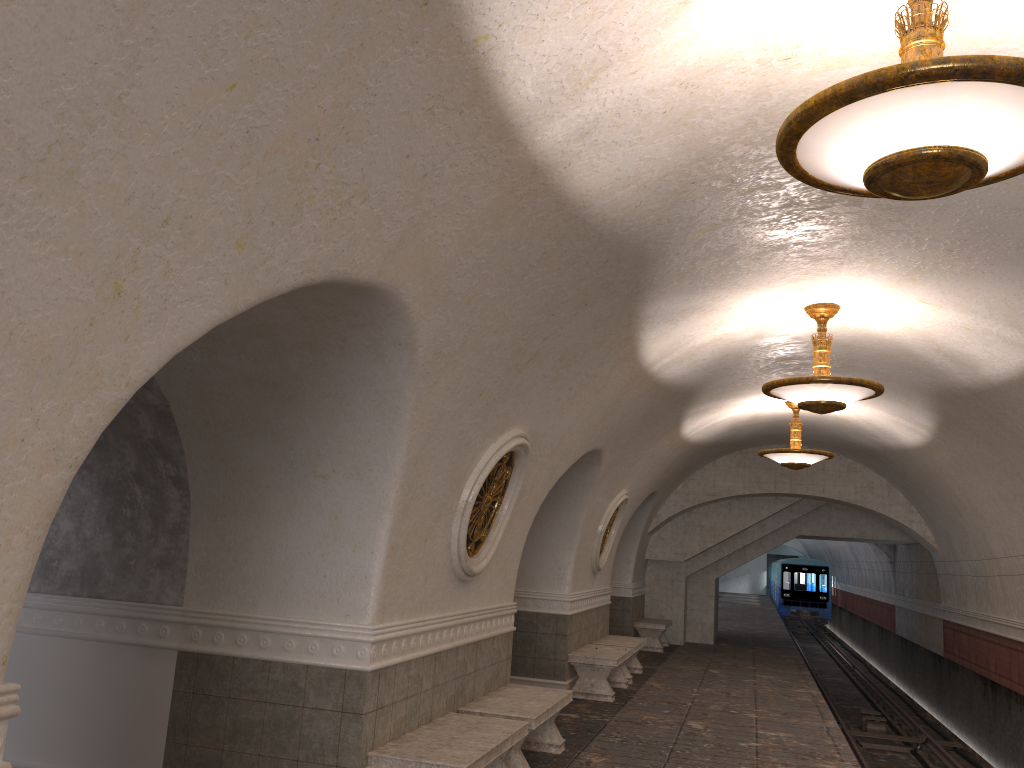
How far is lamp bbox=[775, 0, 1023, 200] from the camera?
2.74m

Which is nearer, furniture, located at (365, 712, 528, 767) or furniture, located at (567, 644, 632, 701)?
furniture, located at (365, 712, 528, 767)

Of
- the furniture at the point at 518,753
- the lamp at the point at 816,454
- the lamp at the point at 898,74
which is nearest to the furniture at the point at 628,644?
the lamp at the point at 816,454

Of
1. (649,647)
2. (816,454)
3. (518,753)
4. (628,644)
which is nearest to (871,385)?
(518,753)

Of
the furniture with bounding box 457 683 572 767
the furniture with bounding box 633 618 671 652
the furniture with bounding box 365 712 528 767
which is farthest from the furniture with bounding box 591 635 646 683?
the furniture with bounding box 365 712 528 767

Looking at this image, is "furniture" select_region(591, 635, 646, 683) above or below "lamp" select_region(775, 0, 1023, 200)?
below

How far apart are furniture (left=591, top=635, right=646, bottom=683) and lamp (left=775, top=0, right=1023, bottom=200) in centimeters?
977cm

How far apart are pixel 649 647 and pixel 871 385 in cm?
1058

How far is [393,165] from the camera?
3.44m

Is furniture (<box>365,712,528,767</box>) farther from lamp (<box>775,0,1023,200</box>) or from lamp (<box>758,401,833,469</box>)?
lamp (<box>758,401,833,469</box>)
